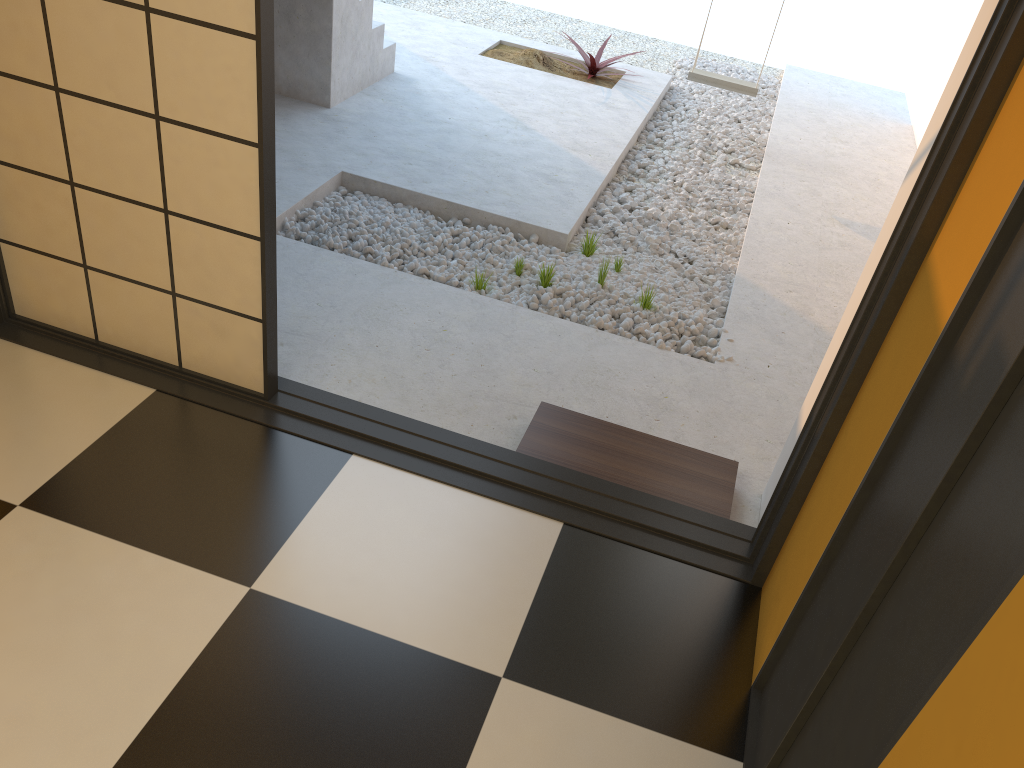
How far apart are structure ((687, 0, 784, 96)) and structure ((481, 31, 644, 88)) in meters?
0.9 m

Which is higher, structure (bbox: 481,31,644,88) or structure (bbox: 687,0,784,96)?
structure (bbox: 687,0,784,96)

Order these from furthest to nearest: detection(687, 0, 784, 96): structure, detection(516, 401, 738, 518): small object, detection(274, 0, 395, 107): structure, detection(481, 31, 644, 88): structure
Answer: detection(481, 31, 644, 88): structure → detection(687, 0, 784, 96): structure → detection(274, 0, 395, 107): structure → detection(516, 401, 738, 518): small object

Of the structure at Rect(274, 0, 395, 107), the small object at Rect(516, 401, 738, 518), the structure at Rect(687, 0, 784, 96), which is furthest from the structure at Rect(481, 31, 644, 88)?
the small object at Rect(516, 401, 738, 518)

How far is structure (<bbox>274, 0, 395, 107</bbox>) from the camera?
5.0m

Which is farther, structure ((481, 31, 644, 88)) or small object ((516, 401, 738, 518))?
structure ((481, 31, 644, 88))

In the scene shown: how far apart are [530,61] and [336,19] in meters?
2.1 m

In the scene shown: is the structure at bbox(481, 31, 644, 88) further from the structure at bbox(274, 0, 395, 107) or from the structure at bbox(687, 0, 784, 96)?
the structure at bbox(274, 0, 395, 107)

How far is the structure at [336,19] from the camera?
Result: 5.0 meters

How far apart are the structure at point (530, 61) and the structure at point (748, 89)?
0.9m
